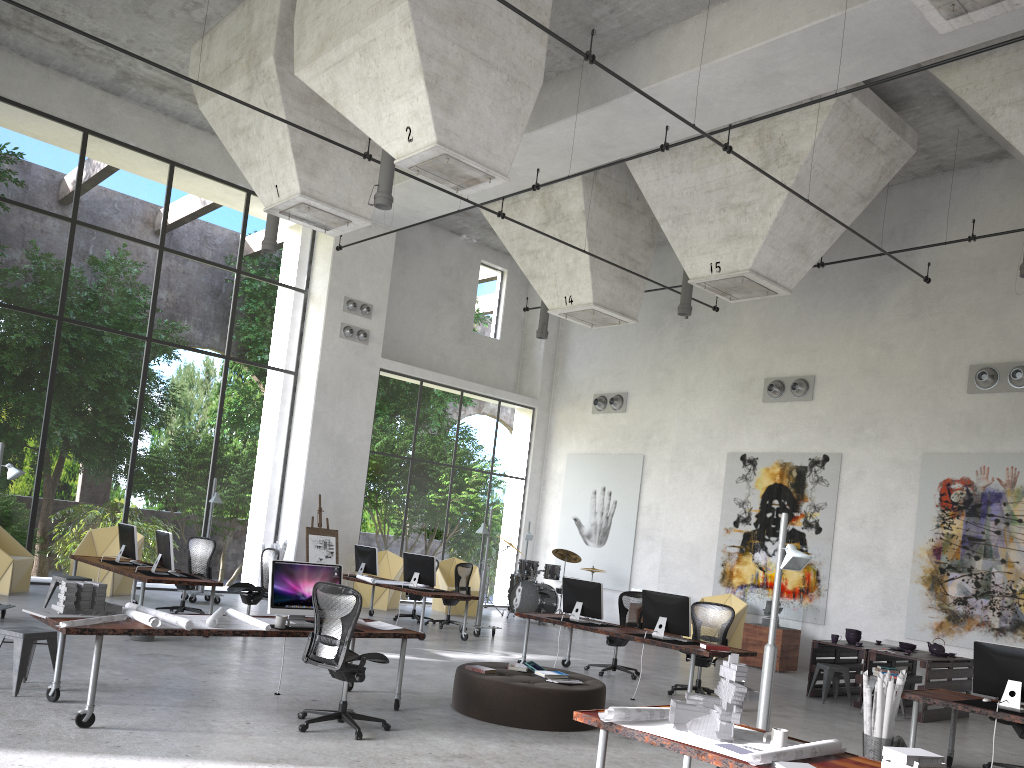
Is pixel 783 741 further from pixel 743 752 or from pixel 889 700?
pixel 889 700

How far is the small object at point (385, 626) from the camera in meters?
8.1 m

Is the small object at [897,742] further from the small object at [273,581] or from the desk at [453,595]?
the desk at [453,595]

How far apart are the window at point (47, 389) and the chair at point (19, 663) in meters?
8.3

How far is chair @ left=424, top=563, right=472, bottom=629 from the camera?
15.1m

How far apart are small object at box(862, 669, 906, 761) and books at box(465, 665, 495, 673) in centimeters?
340cm

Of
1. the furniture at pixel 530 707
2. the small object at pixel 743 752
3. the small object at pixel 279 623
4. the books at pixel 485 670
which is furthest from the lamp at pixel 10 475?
the small object at pixel 743 752

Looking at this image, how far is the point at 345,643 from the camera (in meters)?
6.71

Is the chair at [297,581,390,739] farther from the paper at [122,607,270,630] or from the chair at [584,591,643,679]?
the chair at [584,591,643,679]

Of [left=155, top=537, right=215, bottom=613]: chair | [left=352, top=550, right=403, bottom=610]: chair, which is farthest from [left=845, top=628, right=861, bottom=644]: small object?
[left=155, top=537, right=215, bottom=613]: chair
